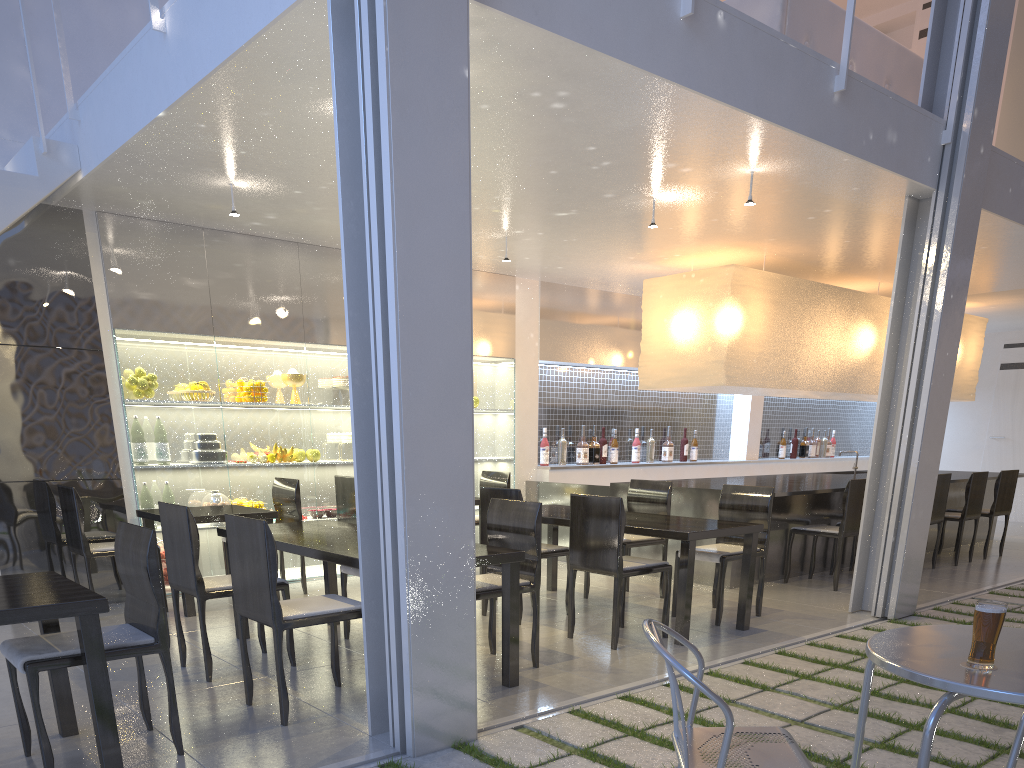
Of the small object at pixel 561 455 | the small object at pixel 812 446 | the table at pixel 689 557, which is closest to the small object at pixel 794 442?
the small object at pixel 812 446

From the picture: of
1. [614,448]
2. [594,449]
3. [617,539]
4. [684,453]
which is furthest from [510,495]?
[684,453]

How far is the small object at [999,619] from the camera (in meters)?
0.88

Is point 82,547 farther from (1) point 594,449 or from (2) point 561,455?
(1) point 594,449

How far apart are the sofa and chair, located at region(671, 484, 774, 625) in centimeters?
139cm

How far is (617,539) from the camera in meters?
2.2 m

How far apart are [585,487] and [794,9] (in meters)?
2.01

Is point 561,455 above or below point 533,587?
above

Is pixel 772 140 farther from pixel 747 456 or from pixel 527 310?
pixel 747 456

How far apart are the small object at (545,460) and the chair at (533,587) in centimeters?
205cm
